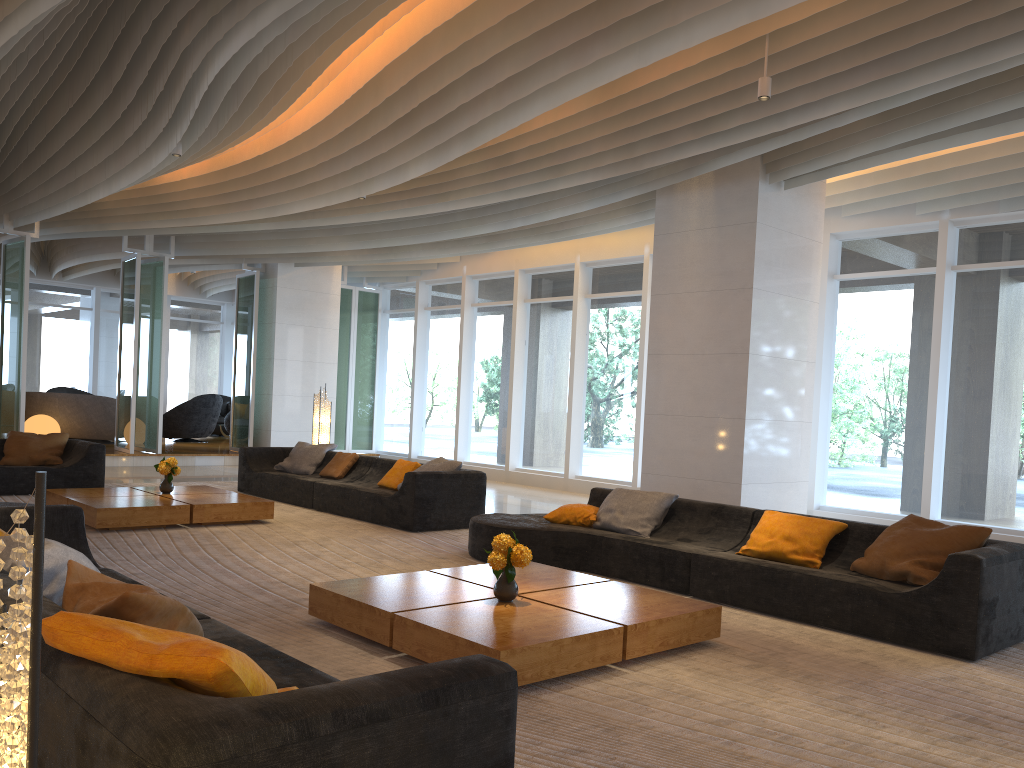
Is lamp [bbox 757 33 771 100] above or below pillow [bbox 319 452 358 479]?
above

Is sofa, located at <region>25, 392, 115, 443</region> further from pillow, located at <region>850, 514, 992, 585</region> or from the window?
pillow, located at <region>850, 514, 992, 585</region>

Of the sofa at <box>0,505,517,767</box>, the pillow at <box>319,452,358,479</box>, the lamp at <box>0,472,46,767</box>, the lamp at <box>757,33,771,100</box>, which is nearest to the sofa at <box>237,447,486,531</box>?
the pillow at <box>319,452,358,479</box>

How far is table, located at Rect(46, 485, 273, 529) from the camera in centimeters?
757cm

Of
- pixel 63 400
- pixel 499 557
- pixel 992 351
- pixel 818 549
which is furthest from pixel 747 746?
pixel 63 400

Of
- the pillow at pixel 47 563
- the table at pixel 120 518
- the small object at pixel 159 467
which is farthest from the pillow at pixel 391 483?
the pillow at pixel 47 563

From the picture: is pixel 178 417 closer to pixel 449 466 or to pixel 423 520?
pixel 449 466

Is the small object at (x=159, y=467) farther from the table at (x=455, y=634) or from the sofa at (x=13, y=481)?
the table at (x=455, y=634)

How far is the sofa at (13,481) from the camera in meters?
9.6 m

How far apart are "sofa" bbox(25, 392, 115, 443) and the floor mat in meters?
5.4 m
